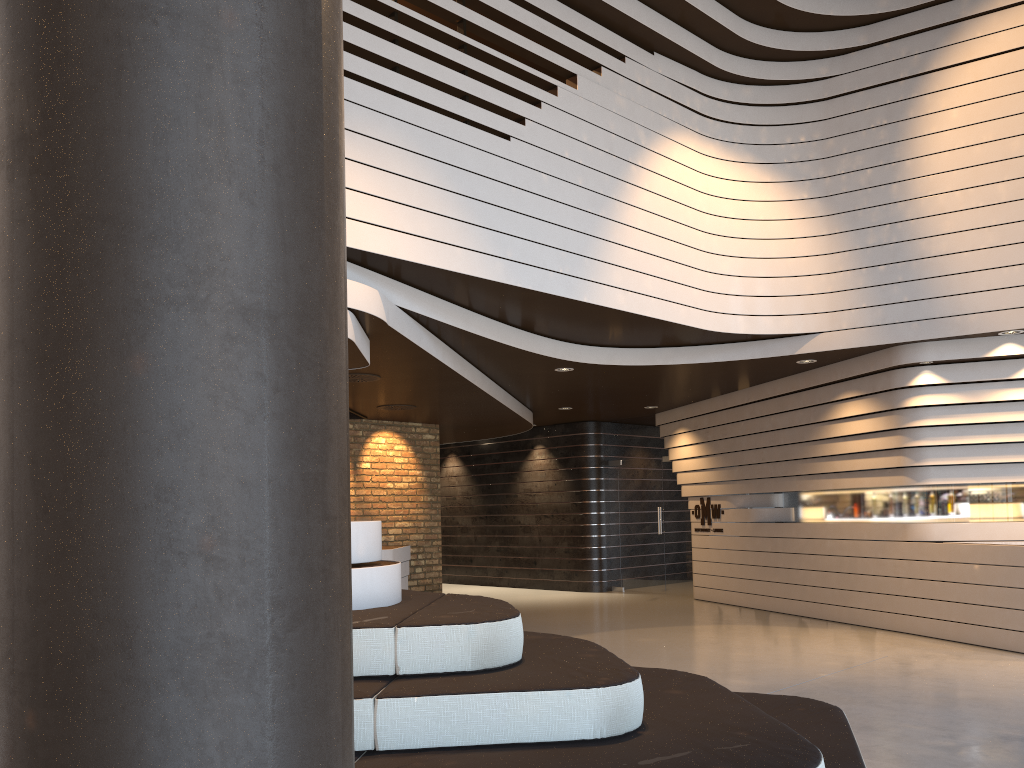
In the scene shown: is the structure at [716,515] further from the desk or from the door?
the desk

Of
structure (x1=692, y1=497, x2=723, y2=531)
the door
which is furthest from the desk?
the door

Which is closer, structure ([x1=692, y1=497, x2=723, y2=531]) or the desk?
the desk

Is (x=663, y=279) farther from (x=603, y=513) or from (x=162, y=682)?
(x=162, y=682)

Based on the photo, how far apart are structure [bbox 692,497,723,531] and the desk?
4.20m

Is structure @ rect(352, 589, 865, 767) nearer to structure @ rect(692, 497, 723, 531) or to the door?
structure @ rect(692, 497, 723, 531)

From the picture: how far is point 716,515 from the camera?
11.7 meters

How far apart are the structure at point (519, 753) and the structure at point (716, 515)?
7.8m

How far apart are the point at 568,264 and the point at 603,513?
7.67m

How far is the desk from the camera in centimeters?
936cm
